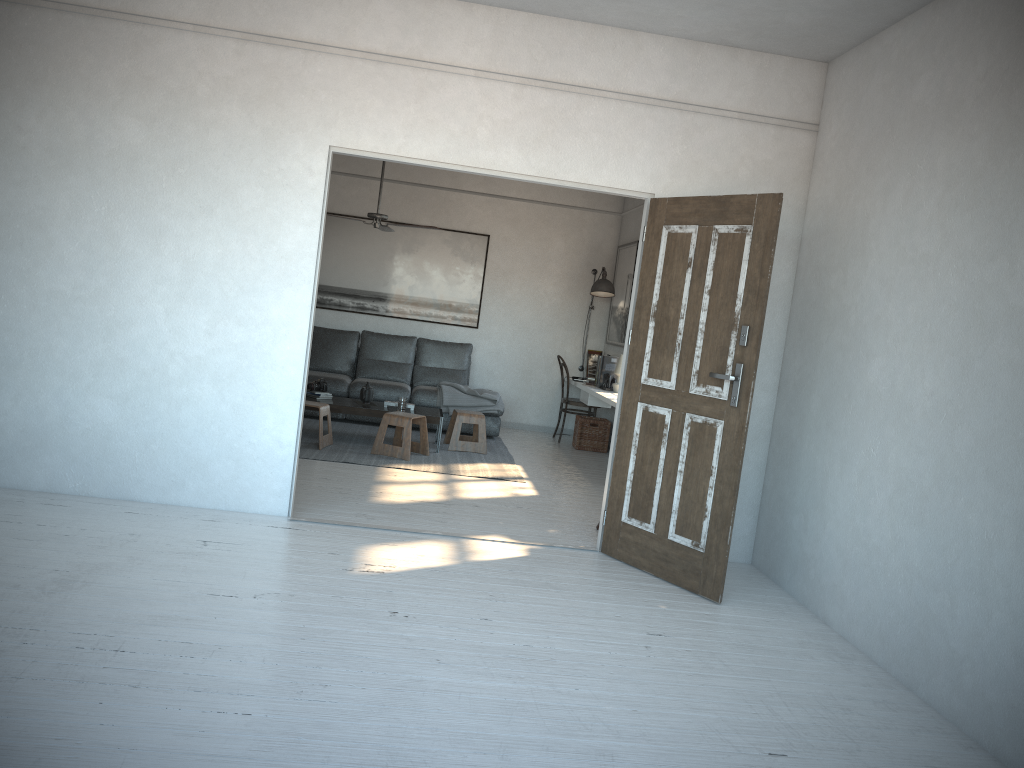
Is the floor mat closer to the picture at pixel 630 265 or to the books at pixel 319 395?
the books at pixel 319 395

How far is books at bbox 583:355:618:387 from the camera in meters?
8.7 m

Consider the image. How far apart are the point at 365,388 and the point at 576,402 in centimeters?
252cm

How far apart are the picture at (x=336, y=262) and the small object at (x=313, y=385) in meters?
2.0 m

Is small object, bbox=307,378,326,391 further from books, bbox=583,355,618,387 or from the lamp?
the lamp

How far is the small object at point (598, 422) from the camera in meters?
9.0 m

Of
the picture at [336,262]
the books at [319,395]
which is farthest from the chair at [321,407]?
the picture at [336,262]

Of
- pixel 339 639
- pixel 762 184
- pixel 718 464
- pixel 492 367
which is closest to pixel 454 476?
pixel 718 464

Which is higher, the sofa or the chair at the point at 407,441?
the sofa

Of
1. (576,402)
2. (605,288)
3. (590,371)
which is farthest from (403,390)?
(605,288)
